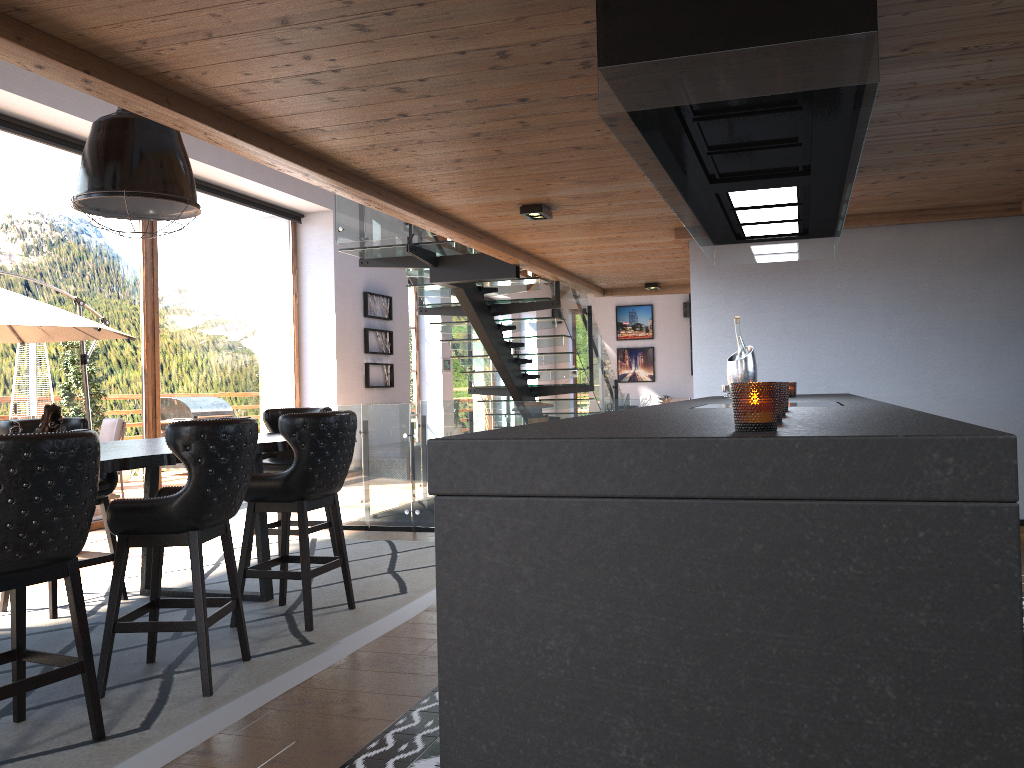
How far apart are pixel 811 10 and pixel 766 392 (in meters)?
1.27

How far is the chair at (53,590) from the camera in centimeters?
480cm

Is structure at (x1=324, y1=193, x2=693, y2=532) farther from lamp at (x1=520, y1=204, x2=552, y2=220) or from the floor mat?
lamp at (x1=520, y1=204, x2=552, y2=220)

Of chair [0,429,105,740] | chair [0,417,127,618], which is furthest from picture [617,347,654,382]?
chair [0,429,105,740]

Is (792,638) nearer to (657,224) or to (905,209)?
(657,224)

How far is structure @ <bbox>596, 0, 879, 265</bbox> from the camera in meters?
2.2 m

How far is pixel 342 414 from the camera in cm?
454

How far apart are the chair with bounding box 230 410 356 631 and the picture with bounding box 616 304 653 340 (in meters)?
16.40

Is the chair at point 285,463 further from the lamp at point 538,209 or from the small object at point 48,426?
the lamp at point 538,209

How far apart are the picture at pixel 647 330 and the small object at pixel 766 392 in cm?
1933
